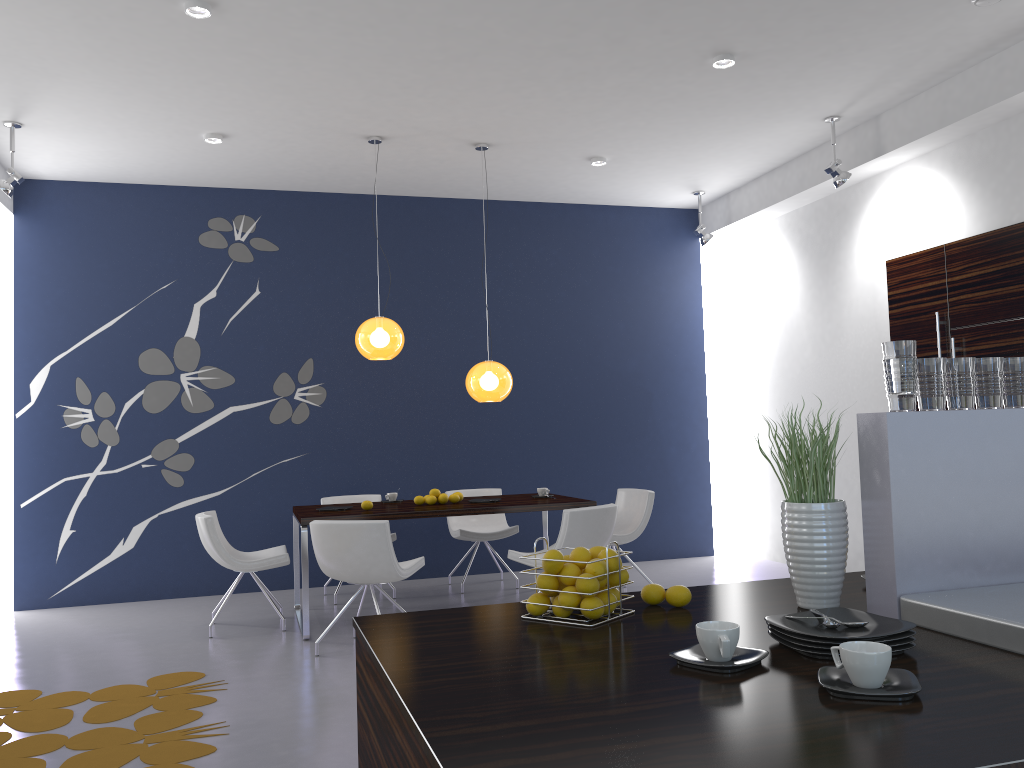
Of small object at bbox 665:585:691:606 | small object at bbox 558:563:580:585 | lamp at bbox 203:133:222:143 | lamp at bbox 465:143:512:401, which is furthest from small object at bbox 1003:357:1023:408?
lamp at bbox 203:133:222:143

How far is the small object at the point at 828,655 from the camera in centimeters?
158cm

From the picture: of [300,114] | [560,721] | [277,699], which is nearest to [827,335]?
[300,114]

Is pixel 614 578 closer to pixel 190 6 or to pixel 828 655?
pixel 828 655

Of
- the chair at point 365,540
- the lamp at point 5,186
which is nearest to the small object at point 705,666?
the chair at point 365,540

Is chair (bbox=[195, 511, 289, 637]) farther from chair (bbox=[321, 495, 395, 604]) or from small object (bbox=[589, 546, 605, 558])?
small object (bbox=[589, 546, 605, 558])

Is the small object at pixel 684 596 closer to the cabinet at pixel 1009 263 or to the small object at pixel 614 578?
the small object at pixel 614 578

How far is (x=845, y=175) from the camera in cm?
641

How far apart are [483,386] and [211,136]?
2.7m

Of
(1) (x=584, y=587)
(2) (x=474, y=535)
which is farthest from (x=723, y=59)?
(1) (x=584, y=587)
